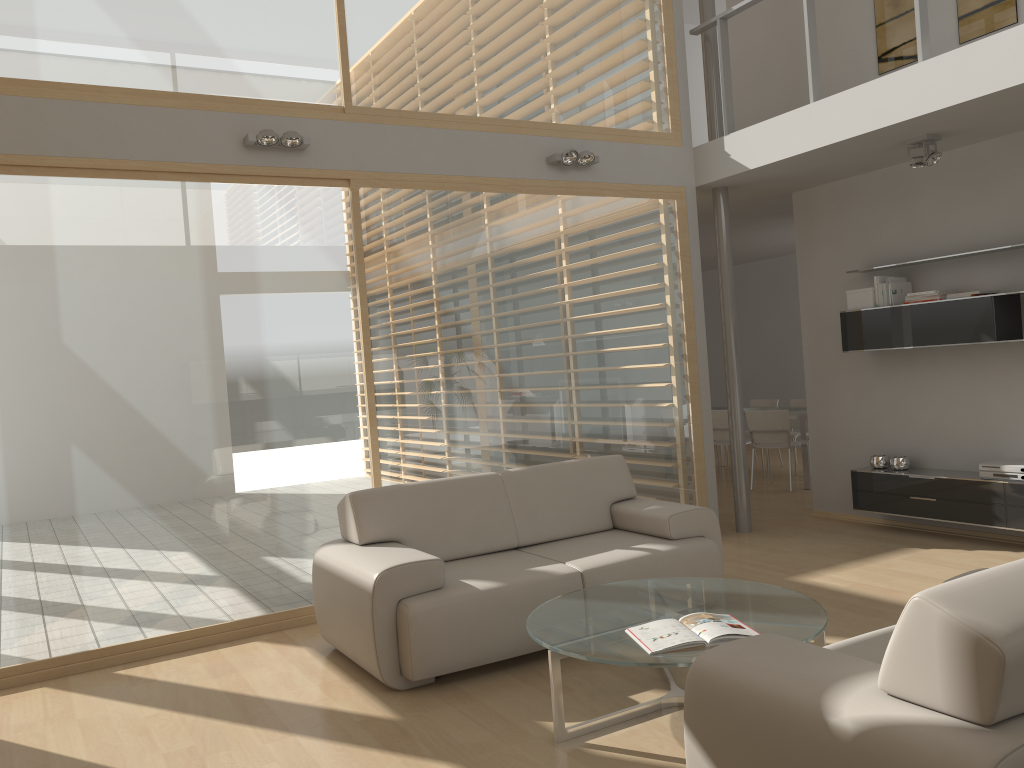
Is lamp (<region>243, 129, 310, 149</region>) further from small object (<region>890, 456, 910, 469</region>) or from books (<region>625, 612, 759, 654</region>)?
small object (<region>890, 456, 910, 469</region>)

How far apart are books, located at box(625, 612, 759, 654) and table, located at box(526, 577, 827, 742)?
0.02m

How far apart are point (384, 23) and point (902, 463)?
4.72m

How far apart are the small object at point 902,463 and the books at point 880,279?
1.3 meters

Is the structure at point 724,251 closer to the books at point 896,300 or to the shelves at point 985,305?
the shelves at point 985,305

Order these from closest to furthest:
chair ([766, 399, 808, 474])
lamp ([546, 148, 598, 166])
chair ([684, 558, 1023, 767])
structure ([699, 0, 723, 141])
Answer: chair ([684, 558, 1023, 767])
lamp ([546, 148, 598, 166])
structure ([699, 0, 723, 141])
chair ([766, 399, 808, 474])

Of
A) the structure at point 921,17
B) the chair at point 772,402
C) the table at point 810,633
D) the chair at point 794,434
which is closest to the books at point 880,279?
the structure at point 921,17

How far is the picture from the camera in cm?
579

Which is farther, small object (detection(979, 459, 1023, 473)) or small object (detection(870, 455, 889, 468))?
small object (detection(870, 455, 889, 468))

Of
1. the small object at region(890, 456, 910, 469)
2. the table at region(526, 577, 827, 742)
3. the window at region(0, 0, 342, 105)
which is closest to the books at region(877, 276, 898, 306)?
the small object at region(890, 456, 910, 469)
